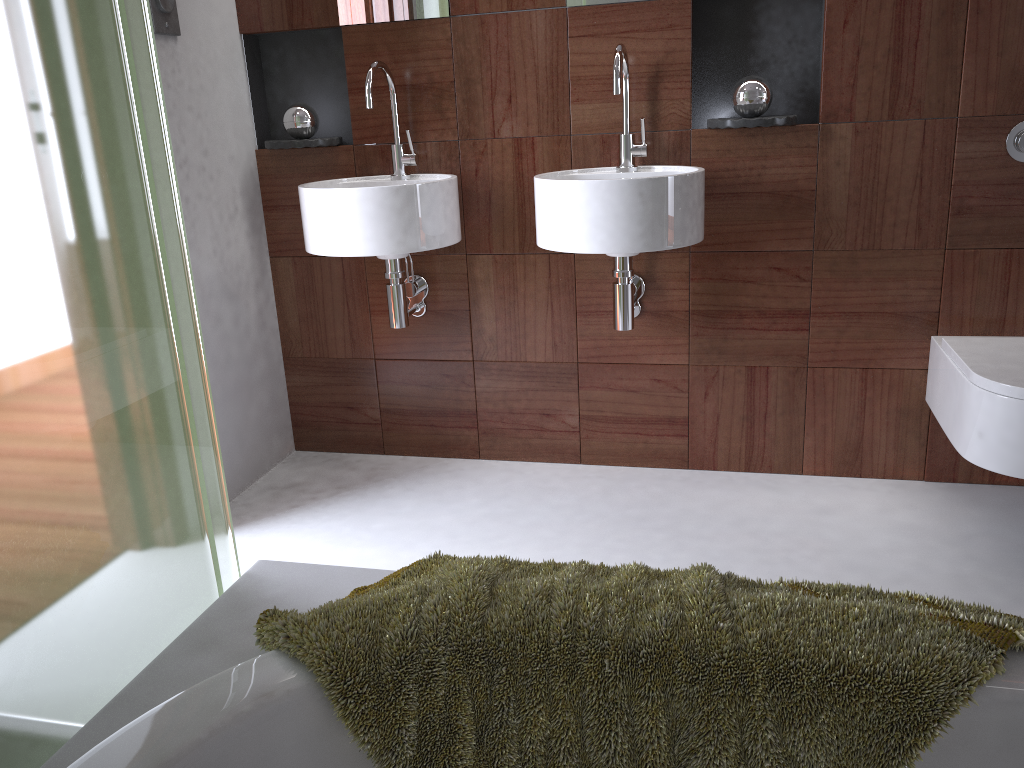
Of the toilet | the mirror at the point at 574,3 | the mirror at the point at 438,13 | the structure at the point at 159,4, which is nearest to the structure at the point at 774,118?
the mirror at the point at 574,3

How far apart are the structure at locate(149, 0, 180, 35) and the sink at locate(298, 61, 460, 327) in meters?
0.5 m

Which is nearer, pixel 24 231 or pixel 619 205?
pixel 24 231

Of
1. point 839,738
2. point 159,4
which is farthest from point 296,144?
point 839,738

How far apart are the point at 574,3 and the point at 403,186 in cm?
66

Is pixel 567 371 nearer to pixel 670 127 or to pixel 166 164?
pixel 670 127

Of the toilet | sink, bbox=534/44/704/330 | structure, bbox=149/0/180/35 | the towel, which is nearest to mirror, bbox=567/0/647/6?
sink, bbox=534/44/704/330

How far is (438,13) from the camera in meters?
2.4

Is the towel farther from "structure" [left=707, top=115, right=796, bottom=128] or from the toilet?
"structure" [left=707, top=115, right=796, bottom=128]

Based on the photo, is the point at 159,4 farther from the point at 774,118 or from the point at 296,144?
the point at 774,118
